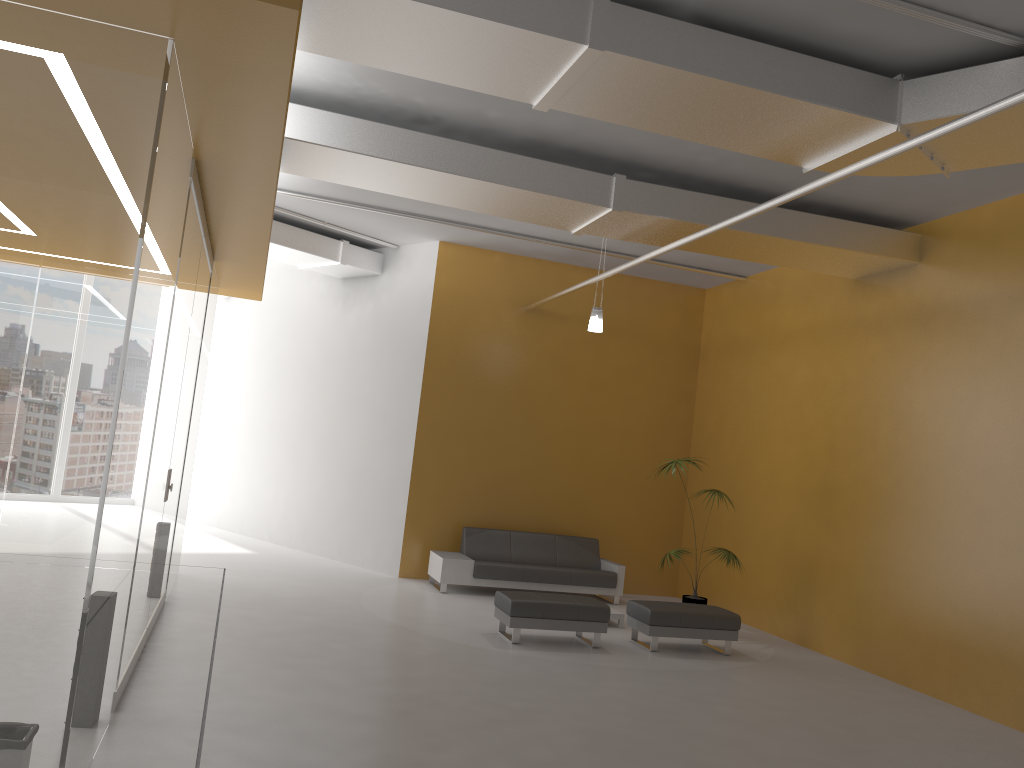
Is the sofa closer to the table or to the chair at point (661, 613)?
the table

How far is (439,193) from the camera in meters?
8.1 m

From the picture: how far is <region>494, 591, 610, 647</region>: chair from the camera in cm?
823

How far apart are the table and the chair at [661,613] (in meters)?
0.65

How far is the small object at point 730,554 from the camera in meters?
9.9 m

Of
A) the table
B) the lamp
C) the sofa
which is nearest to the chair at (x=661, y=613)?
the table

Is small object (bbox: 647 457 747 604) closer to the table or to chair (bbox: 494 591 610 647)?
the table

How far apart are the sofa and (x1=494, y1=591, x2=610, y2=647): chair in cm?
209

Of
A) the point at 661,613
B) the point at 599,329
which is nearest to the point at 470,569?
the point at 661,613

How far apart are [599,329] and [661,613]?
3.3 meters
